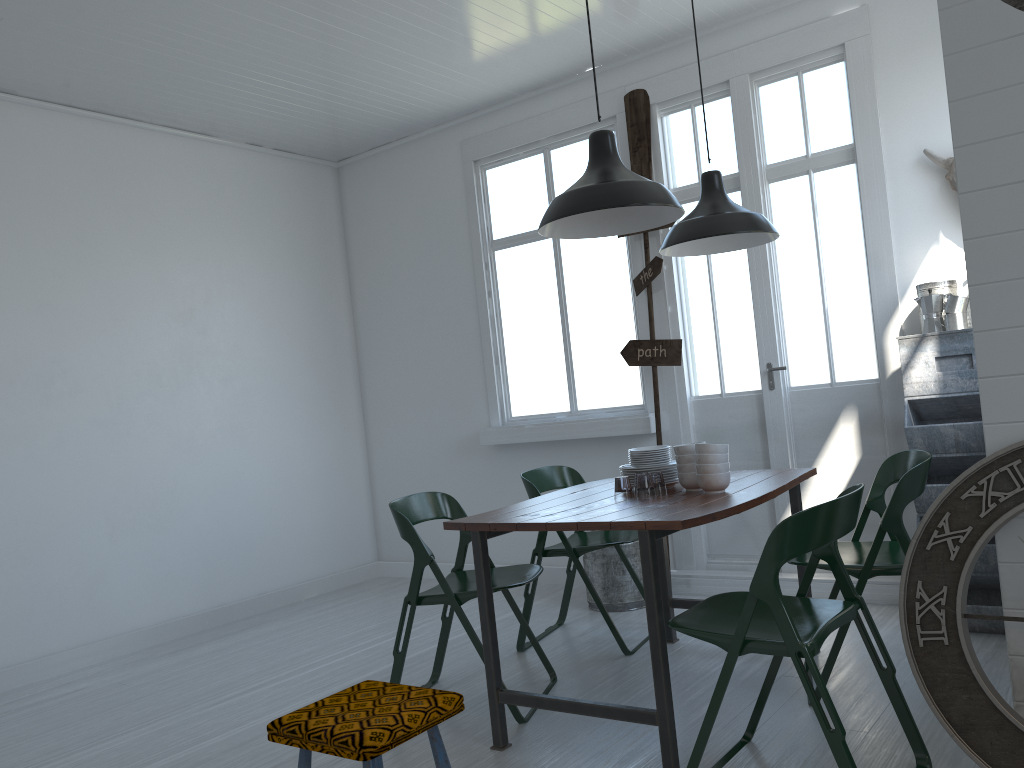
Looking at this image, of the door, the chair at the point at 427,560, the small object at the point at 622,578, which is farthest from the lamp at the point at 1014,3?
the small object at the point at 622,578

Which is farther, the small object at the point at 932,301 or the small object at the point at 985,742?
the small object at the point at 932,301

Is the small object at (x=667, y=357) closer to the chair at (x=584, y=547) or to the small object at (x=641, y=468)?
the chair at (x=584, y=547)

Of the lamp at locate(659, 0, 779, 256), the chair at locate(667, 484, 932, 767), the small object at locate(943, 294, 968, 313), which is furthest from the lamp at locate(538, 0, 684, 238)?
the small object at locate(943, 294, 968, 313)

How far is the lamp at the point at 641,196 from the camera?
3.64m

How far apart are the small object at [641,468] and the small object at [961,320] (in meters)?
1.72

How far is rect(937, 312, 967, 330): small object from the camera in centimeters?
460cm

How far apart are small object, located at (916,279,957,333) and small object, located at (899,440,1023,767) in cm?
233

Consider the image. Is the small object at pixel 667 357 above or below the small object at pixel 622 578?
above

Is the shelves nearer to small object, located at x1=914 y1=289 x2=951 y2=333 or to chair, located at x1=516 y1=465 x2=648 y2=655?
small object, located at x1=914 y1=289 x2=951 y2=333
